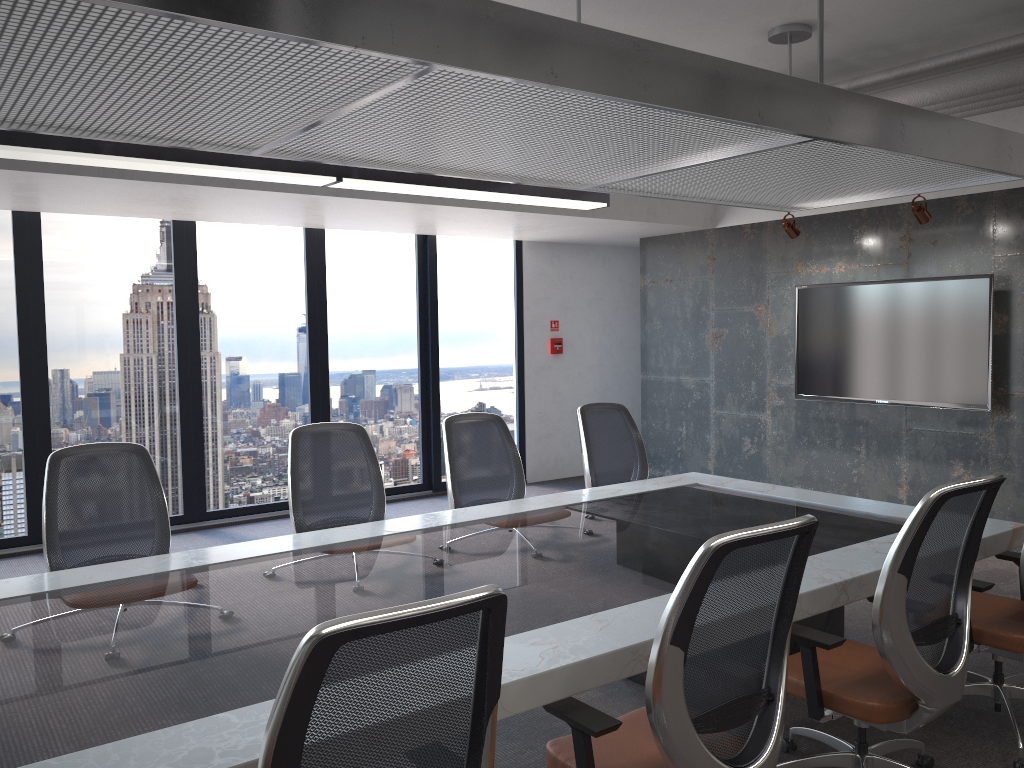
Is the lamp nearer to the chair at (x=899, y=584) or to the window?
the window

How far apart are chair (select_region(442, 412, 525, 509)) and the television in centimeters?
343cm

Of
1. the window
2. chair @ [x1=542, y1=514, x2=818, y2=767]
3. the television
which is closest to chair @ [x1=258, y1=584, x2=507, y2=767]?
chair @ [x1=542, y1=514, x2=818, y2=767]

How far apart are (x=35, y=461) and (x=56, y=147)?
3.5 meters

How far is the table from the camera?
2.0m

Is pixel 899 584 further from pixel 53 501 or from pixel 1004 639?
pixel 53 501

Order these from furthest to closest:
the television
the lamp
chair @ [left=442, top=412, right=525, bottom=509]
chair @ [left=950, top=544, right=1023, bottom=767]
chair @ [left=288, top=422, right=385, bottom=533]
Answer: the television, chair @ [left=442, top=412, right=525, bottom=509], chair @ [left=288, top=422, right=385, bottom=533], the lamp, chair @ [left=950, top=544, right=1023, bottom=767]

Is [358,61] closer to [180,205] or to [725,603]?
[725,603]

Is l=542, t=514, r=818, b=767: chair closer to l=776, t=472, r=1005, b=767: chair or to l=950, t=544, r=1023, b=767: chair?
l=776, t=472, r=1005, b=767: chair

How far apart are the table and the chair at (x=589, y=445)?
0.34m
